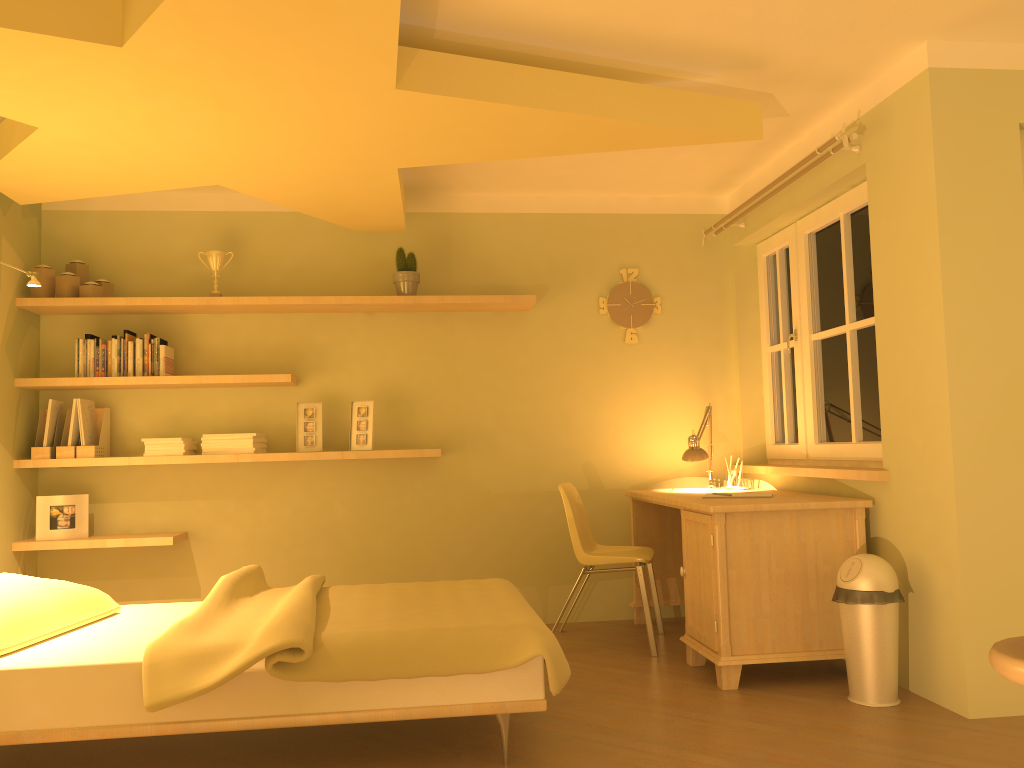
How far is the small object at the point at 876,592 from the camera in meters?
3.2

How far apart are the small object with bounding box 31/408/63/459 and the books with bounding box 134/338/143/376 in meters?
0.5

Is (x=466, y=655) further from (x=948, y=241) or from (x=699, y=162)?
(x=699, y=162)

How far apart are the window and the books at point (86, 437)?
3.6 meters

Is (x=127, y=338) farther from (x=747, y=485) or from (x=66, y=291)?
(x=747, y=485)

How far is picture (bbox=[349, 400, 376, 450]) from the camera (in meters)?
4.62

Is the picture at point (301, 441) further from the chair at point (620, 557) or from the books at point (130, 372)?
the chair at point (620, 557)

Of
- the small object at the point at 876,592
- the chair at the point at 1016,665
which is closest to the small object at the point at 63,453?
the small object at the point at 876,592

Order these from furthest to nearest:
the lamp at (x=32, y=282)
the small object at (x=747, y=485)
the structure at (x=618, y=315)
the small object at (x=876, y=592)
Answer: the structure at (x=618, y=315) < the small object at (x=747, y=485) < the lamp at (x=32, y=282) < the small object at (x=876, y=592)

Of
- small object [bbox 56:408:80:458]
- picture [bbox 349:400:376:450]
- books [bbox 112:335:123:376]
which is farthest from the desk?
small object [bbox 56:408:80:458]
